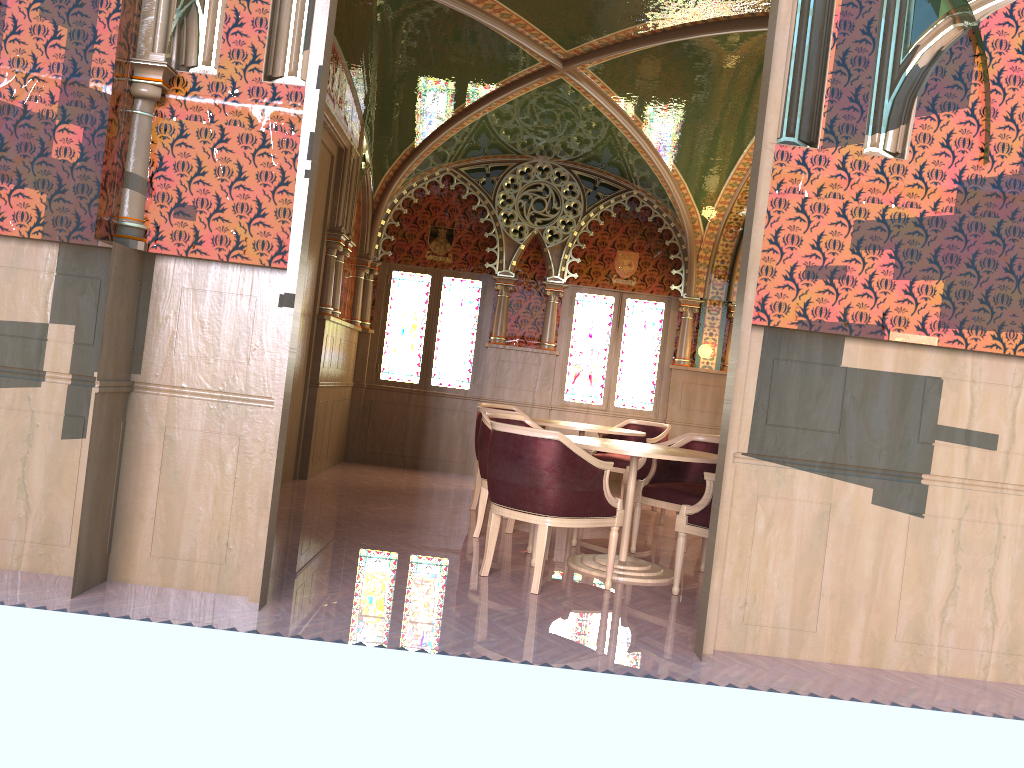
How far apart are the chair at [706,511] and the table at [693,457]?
0.2m

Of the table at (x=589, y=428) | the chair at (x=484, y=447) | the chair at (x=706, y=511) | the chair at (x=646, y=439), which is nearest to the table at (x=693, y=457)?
the chair at (x=706, y=511)

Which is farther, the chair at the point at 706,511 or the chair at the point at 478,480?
the chair at the point at 478,480

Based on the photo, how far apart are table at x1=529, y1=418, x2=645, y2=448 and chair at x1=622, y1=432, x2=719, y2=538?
0.43m

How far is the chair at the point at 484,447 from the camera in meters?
6.0

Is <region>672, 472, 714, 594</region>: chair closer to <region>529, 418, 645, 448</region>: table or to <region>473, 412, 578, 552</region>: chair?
<region>473, 412, 578, 552</region>: chair

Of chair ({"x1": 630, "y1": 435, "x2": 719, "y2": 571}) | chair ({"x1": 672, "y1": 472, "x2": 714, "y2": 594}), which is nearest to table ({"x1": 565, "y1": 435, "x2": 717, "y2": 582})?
chair ({"x1": 672, "y1": 472, "x2": 714, "y2": 594})

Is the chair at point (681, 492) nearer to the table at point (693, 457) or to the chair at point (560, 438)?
the table at point (693, 457)

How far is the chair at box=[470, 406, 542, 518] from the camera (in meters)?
7.33

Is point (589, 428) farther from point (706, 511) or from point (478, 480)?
point (706, 511)
